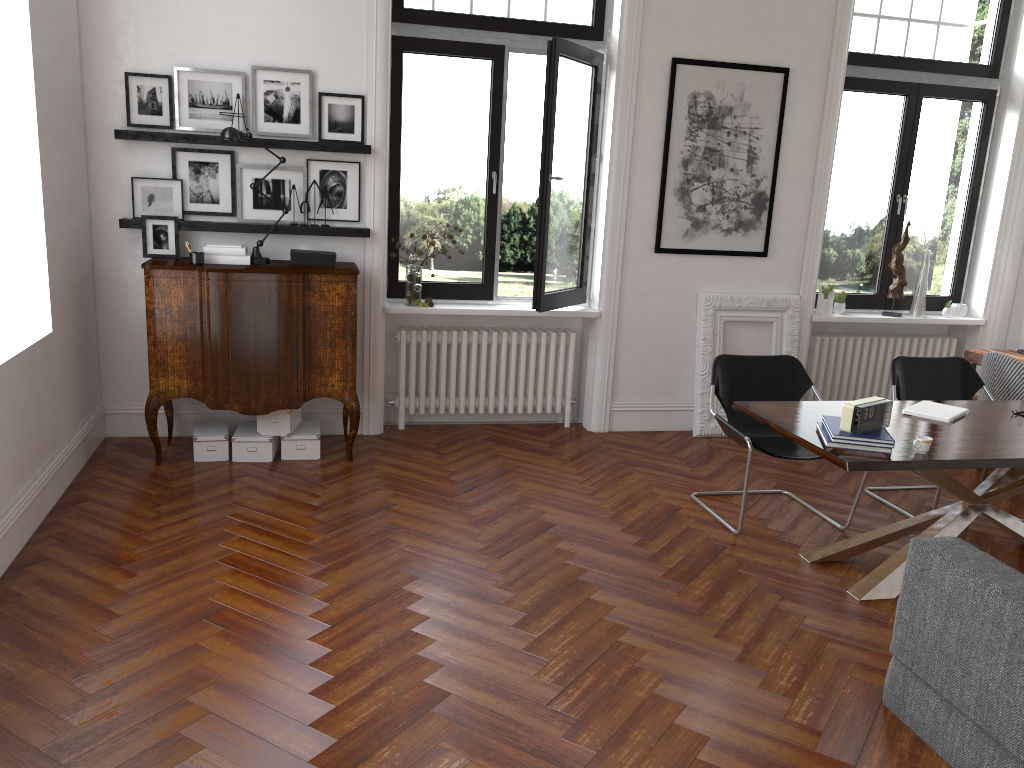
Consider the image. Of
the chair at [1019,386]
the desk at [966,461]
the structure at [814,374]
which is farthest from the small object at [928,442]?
the structure at [814,374]

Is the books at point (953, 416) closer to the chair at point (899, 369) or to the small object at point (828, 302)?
the chair at point (899, 369)

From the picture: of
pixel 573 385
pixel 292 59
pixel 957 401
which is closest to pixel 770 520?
pixel 957 401

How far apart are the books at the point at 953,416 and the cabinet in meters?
3.1

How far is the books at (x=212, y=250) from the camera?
5.3 meters

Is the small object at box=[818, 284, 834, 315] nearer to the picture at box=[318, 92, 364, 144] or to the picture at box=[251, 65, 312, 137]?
the picture at box=[318, 92, 364, 144]

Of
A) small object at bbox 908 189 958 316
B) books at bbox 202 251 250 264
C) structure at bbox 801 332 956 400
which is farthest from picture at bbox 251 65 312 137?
small object at bbox 908 189 958 316

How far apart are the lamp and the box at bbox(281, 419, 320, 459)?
1.09m

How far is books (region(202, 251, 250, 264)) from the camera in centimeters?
532cm

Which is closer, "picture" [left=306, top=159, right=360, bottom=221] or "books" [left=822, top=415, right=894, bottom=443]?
"books" [left=822, top=415, right=894, bottom=443]
